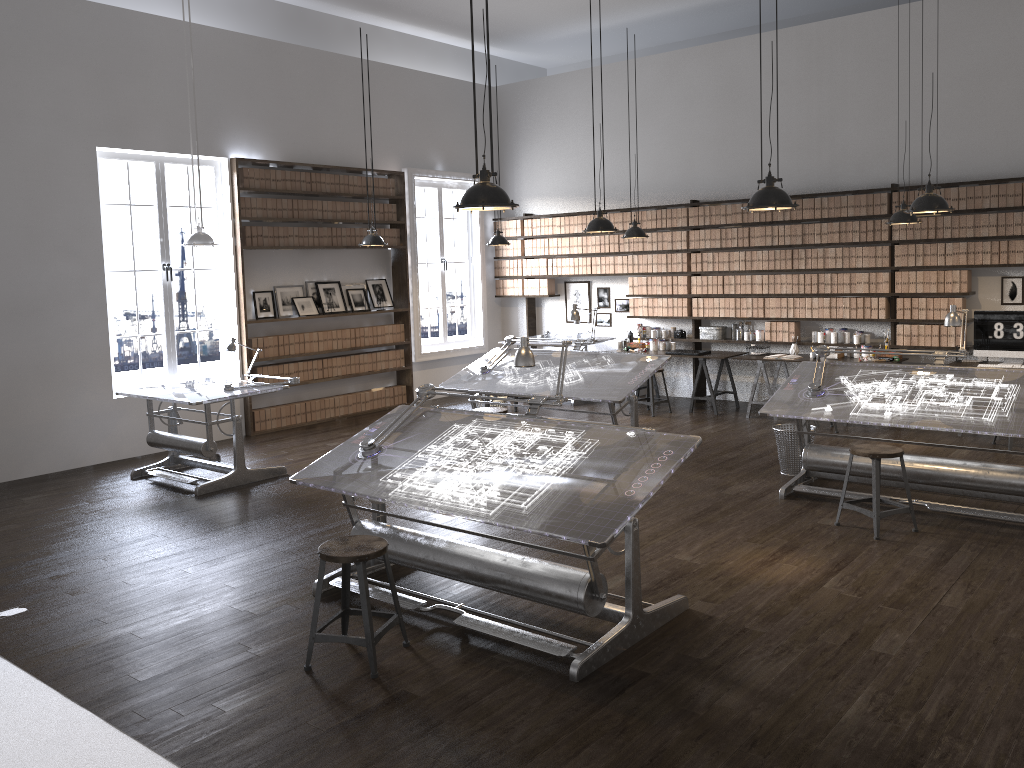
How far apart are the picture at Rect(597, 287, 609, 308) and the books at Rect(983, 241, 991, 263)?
4.6m

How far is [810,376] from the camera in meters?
6.8

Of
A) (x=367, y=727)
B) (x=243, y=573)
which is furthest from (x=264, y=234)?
(x=367, y=727)

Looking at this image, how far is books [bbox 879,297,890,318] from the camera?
9.3m

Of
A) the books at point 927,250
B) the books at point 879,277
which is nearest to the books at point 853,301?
the books at point 879,277

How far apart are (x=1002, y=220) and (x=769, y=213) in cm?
235

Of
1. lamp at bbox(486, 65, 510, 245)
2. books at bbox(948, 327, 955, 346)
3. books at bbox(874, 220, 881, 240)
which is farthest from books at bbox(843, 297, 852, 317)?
lamp at bbox(486, 65, 510, 245)

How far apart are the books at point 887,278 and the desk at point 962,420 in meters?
2.7 m

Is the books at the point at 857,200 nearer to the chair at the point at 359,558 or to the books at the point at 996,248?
the books at the point at 996,248

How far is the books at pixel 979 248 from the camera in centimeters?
867cm
